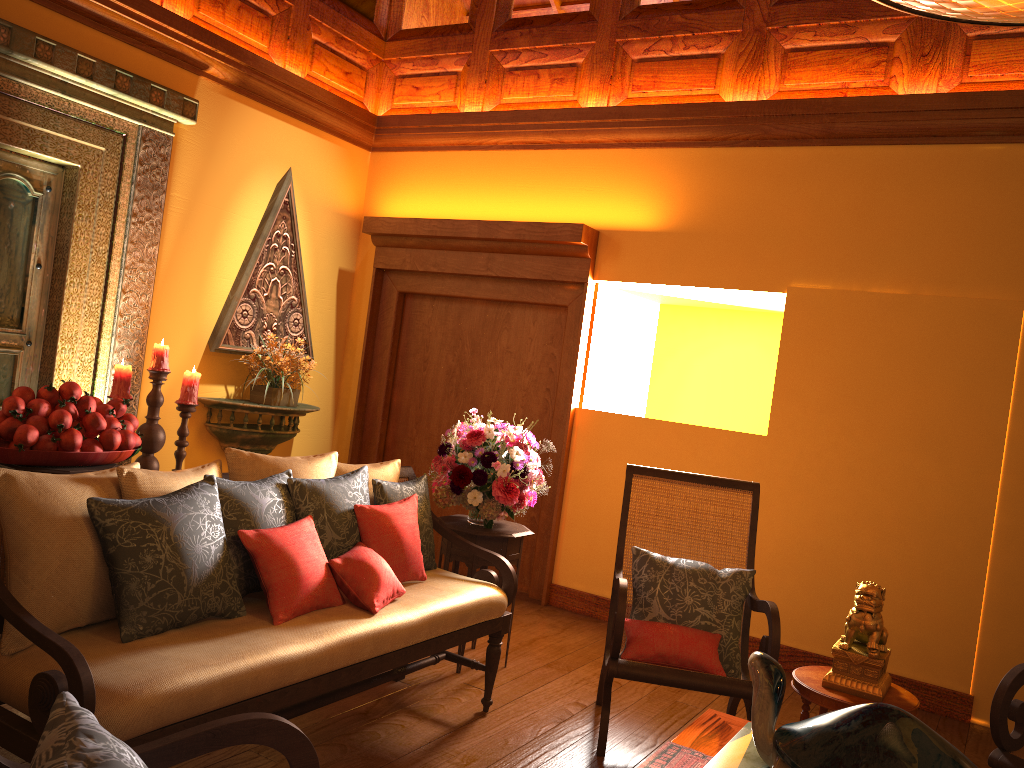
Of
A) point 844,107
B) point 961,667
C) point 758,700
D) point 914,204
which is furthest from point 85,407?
point 961,667

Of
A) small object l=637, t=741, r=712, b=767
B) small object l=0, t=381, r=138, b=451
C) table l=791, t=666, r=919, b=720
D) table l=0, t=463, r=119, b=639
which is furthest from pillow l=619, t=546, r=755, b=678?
table l=0, t=463, r=119, b=639

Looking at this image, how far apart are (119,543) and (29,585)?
0.2 meters

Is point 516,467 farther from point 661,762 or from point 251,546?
point 661,762

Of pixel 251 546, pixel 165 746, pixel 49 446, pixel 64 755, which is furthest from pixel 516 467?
pixel 64 755

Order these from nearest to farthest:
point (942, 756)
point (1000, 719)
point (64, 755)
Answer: point (64, 755) < point (942, 756) < point (1000, 719)

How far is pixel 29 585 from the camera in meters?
2.1

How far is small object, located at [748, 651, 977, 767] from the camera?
1.8 meters

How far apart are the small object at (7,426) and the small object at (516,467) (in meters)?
1.26

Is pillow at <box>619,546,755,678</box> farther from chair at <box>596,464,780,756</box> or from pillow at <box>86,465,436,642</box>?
pillow at <box>86,465,436,642</box>
